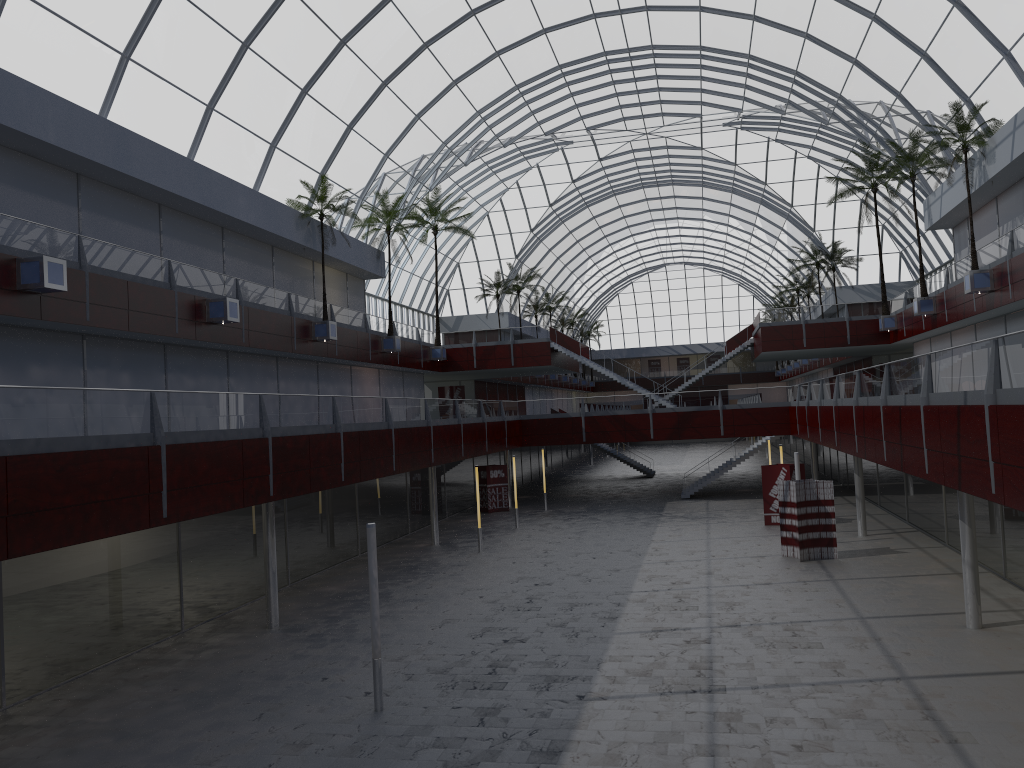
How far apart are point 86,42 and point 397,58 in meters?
20.2

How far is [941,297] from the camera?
49.9 meters
